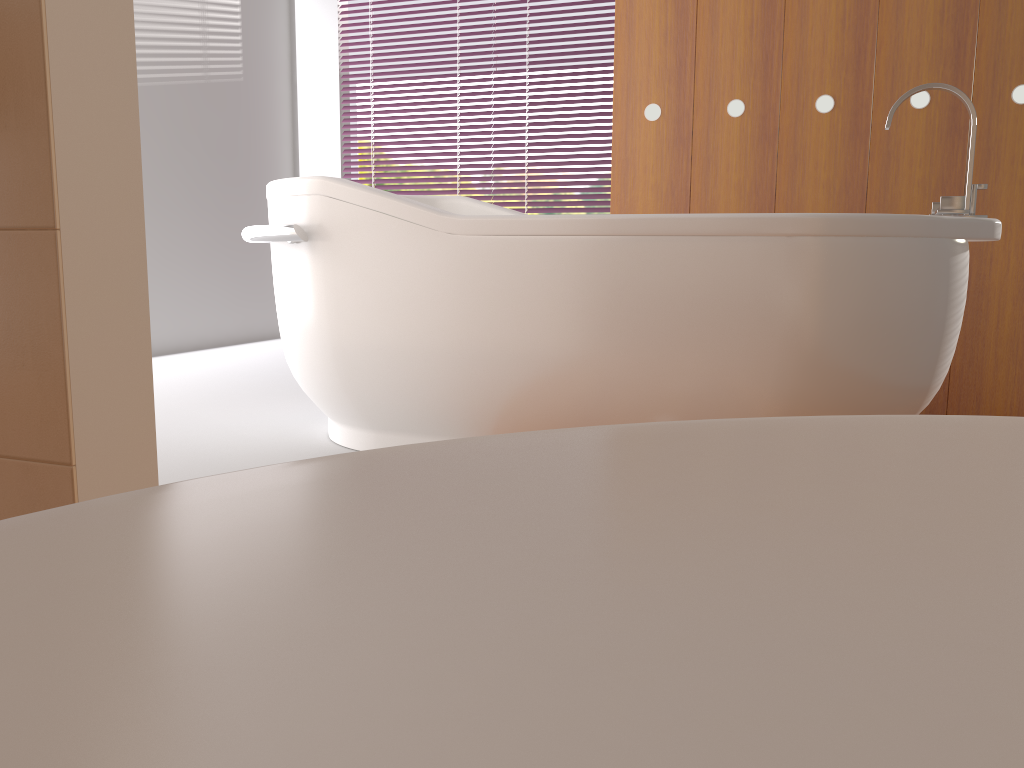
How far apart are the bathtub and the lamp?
0.67m

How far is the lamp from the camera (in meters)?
2.66

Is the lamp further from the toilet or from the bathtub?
the toilet

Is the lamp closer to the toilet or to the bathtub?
the bathtub

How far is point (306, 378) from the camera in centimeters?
230cm

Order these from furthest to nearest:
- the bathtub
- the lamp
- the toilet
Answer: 1. the lamp
2. the bathtub
3. the toilet

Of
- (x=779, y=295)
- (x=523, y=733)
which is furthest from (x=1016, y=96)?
(x=523, y=733)

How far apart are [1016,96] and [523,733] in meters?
3.1 m

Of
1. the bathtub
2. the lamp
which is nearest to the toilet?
the bathtub

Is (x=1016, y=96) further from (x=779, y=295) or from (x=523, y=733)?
(x=523, y=733)
